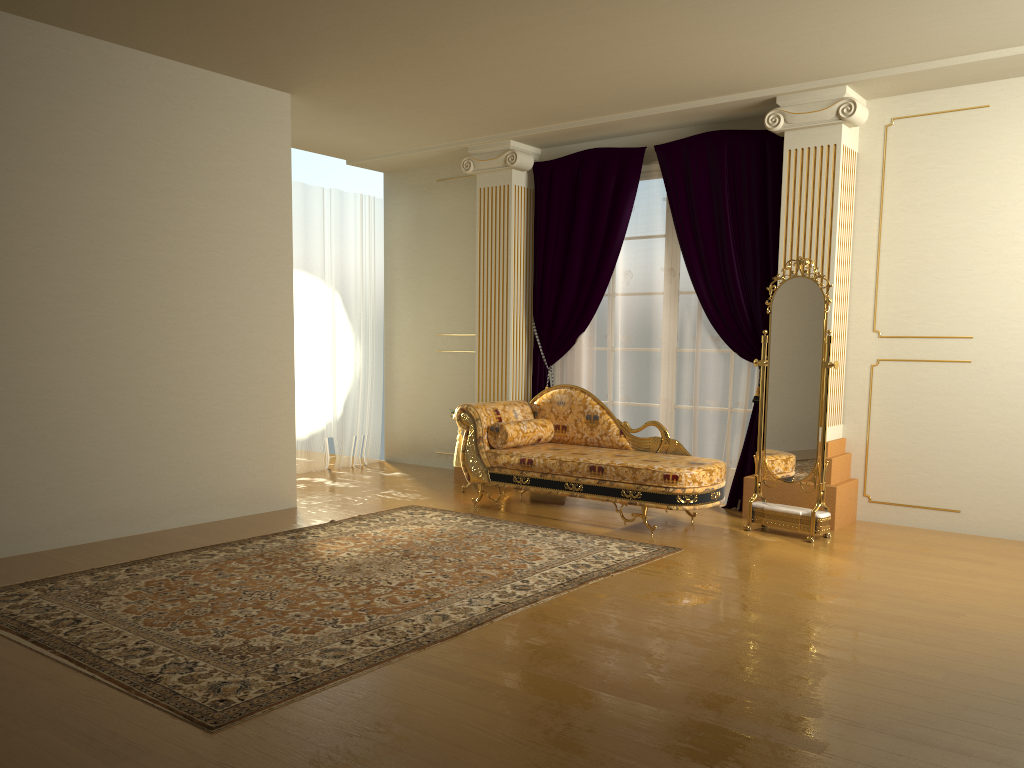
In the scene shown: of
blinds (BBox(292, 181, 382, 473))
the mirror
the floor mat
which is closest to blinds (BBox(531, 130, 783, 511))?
the mirror

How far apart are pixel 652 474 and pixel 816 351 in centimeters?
122cm

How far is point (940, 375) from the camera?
5.6m

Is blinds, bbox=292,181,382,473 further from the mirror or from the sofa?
the mirror

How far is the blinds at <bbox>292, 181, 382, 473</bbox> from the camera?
7.70m

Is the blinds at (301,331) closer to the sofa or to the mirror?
the sofa

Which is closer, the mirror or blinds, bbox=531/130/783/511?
the mirror

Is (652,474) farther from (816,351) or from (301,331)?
(301,331)

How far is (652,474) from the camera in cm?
530

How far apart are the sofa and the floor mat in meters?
0.3 m
